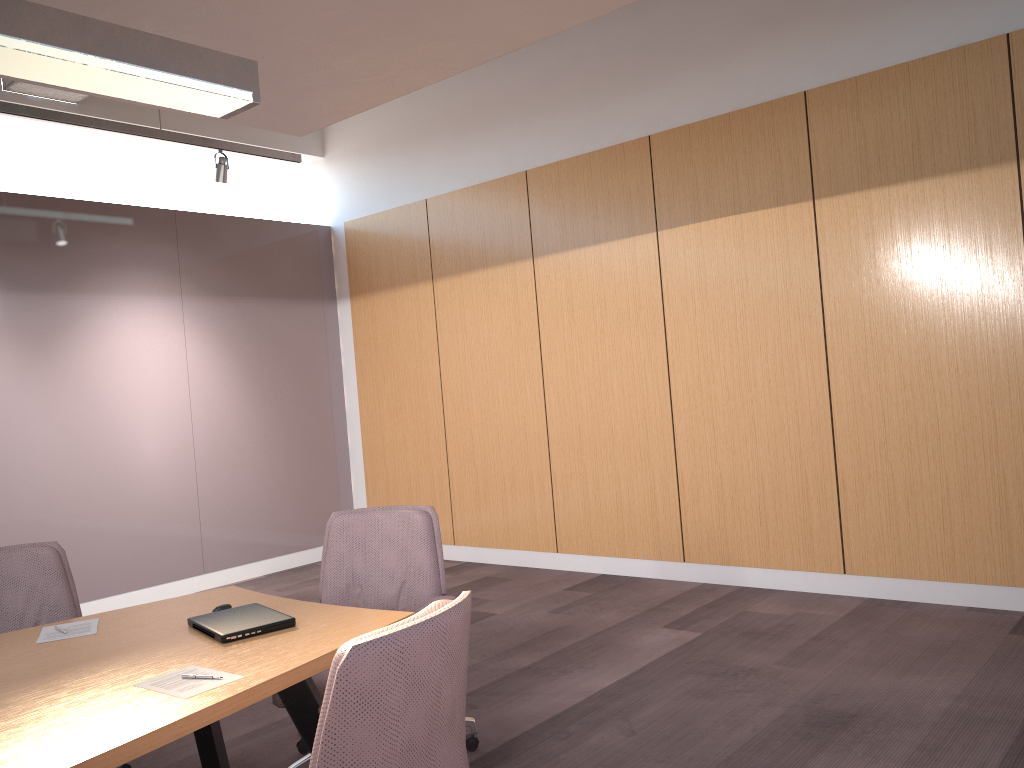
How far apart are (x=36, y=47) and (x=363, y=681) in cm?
187

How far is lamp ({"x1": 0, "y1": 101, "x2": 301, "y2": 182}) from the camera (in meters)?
5.03

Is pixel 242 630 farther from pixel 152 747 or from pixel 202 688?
pixel 152 747

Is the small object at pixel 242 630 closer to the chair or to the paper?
the paper

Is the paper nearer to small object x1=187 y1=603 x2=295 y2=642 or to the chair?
small object x1=187 y1=603 x2=295 y2=642

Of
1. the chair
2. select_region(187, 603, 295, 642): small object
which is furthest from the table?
the chair

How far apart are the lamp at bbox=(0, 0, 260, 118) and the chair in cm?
164

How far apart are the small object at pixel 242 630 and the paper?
0.2 meters

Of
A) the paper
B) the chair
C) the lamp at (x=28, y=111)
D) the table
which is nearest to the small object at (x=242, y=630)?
the table

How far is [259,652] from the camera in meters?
2.4
